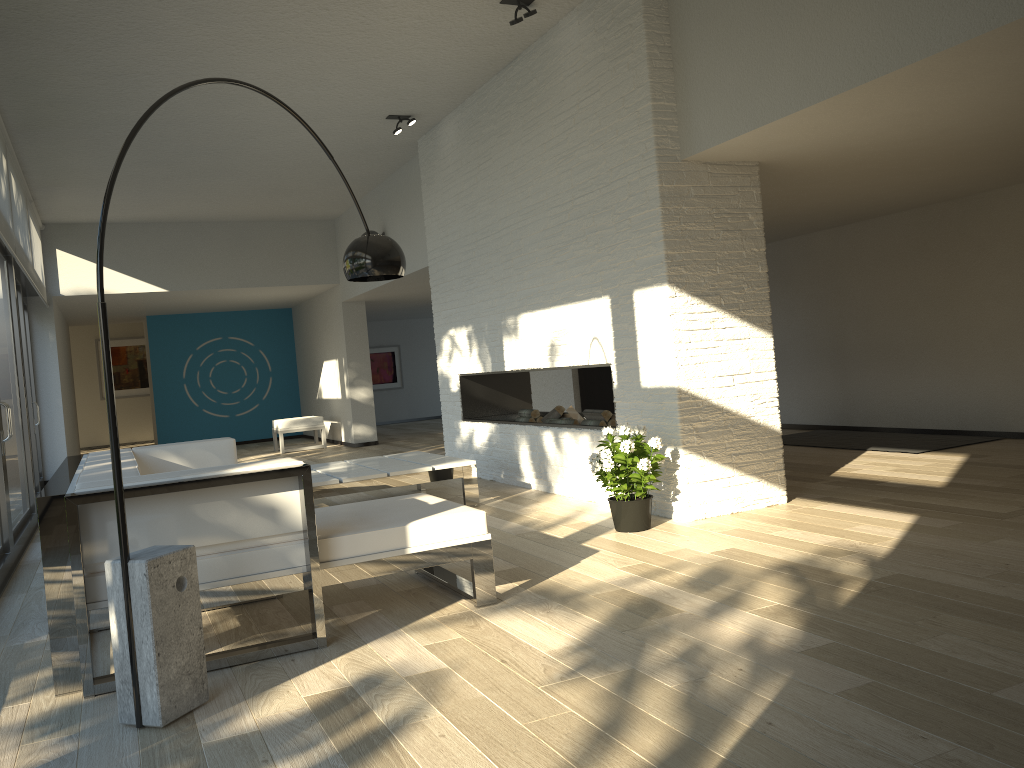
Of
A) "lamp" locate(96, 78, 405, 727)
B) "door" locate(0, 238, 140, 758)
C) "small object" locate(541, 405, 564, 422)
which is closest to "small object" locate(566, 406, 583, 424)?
"small object" locate(541, 405, 564, 422)

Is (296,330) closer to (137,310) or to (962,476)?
(137,310)

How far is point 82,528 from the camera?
2.88m

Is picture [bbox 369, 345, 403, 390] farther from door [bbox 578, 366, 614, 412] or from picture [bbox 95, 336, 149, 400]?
door [bbox 578, 366, 614, 412]

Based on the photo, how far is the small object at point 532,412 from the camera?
7.04m

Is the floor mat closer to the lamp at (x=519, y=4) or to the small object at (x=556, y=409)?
the small object at (x=556, y=409)

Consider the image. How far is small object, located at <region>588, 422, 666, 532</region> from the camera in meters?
4.6

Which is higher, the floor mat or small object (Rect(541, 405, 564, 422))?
small object (Rect(541, 405, 564, 422))

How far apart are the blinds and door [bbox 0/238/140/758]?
0.0 meters

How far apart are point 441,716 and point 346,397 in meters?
9.9
